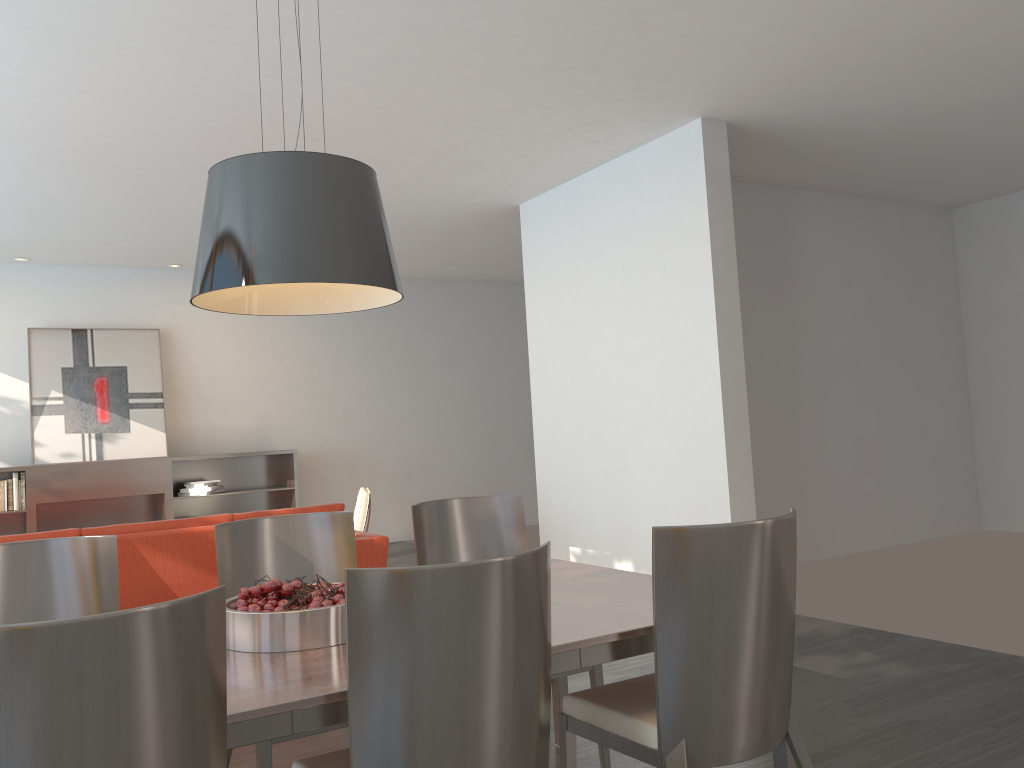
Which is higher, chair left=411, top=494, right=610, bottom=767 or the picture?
the picture

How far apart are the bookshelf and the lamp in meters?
6.5

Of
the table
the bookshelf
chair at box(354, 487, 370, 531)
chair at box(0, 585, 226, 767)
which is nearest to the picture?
the bookshelf

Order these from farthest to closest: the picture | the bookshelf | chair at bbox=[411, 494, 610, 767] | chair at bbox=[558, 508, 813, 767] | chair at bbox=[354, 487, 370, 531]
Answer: the picture
the bookshelf
chair at bbox=[354, 487, 370, 531]
chair at bbox=[411, 494, 610, 767]
chair at bbox=[558, 508, 813, 767]

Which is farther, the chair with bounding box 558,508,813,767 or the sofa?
the sofa

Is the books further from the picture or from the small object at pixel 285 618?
the small object at pixel 285 618

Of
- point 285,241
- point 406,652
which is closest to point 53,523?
point 285,241

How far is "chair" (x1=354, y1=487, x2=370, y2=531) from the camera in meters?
6.7 m

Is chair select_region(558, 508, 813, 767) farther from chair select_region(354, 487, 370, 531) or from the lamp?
chair select_region(354, 487, 370, 531)

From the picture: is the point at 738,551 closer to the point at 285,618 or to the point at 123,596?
the point at 285,618
